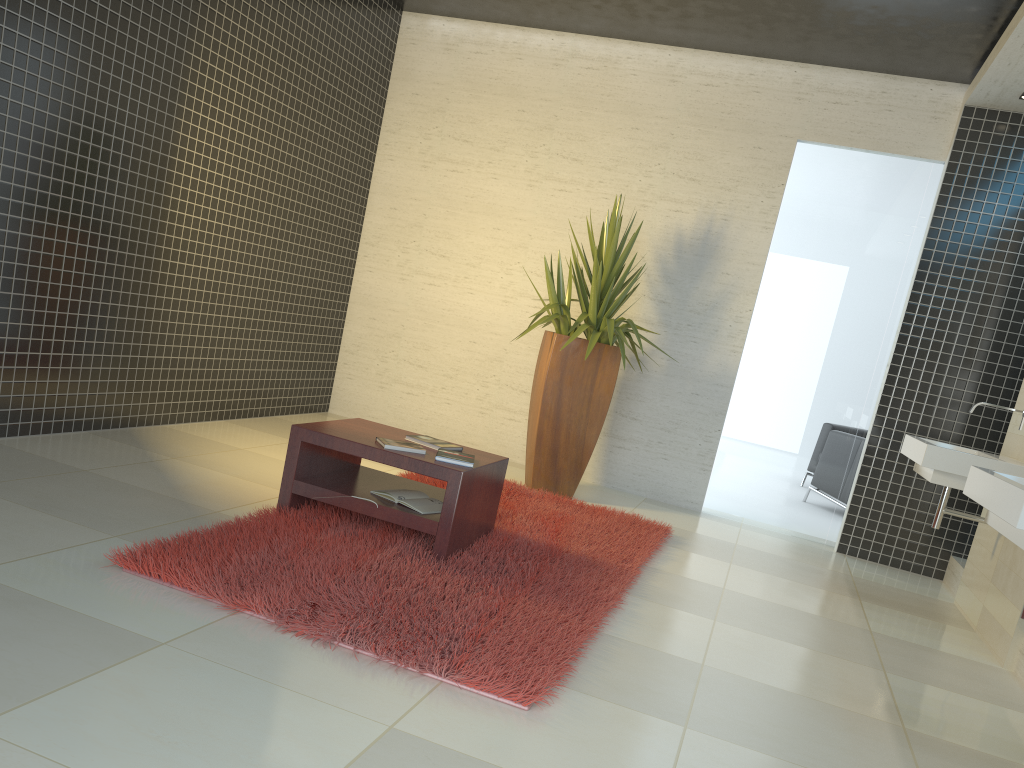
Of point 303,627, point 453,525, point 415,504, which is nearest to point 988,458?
point 453,525

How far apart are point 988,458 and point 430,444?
2.80m

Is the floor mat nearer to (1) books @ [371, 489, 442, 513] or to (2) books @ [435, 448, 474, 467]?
(1) books @ [371, 489, 442, 513]

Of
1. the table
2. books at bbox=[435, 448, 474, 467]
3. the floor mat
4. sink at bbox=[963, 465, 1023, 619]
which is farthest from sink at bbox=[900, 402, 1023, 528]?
books at bbox=[435, 448, 474, 467]

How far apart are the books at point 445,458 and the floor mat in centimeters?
36cm

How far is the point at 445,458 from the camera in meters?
→ 3.9

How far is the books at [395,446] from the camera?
3.9 meters

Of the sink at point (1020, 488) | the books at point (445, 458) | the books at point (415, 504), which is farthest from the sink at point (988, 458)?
the books at point (415, 504)

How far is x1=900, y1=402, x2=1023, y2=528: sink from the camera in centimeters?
445cm

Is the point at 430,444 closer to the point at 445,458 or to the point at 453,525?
the point at 445,458
